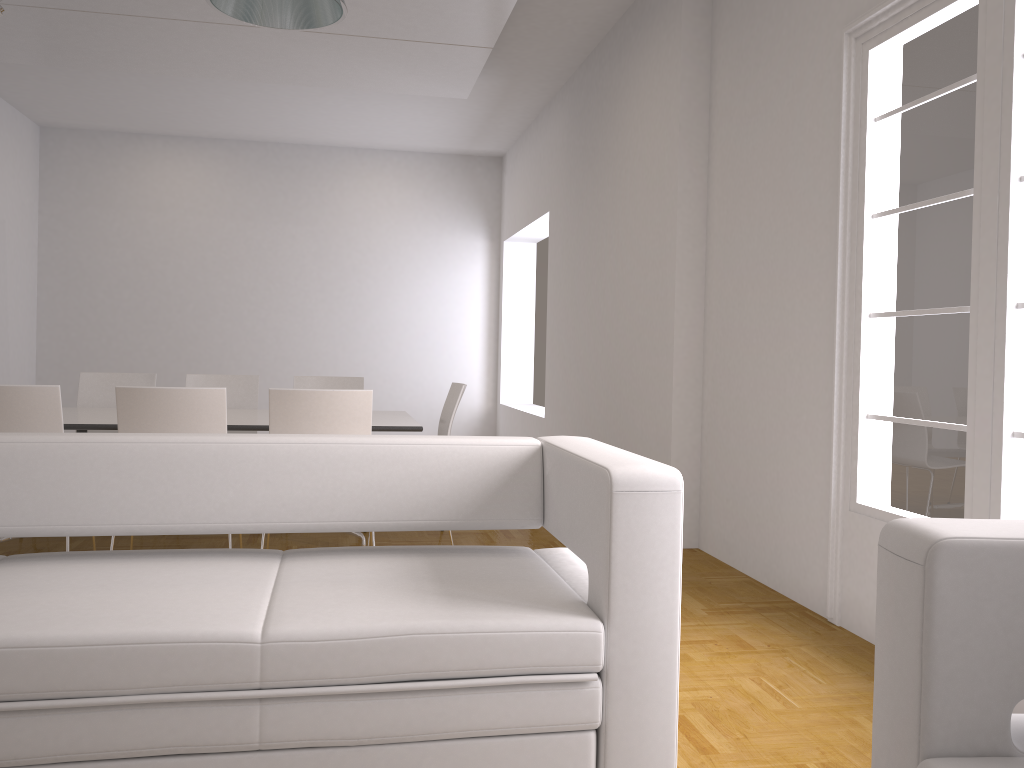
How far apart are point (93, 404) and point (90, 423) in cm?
159

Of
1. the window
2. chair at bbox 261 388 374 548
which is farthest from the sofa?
chair at bbox 261 388 374 548

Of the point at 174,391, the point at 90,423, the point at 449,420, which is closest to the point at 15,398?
the point at 90,423

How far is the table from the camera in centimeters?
434cm

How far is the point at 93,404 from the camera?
5.8 meters

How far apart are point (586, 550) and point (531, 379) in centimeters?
849cm

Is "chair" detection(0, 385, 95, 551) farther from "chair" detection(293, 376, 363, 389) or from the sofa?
"chair" detection(293, 376, 363, 389)

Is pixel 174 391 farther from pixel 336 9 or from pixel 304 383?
pixel 304 383

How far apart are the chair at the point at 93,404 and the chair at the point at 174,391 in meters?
2.0

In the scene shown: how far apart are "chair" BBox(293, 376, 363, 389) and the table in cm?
71
